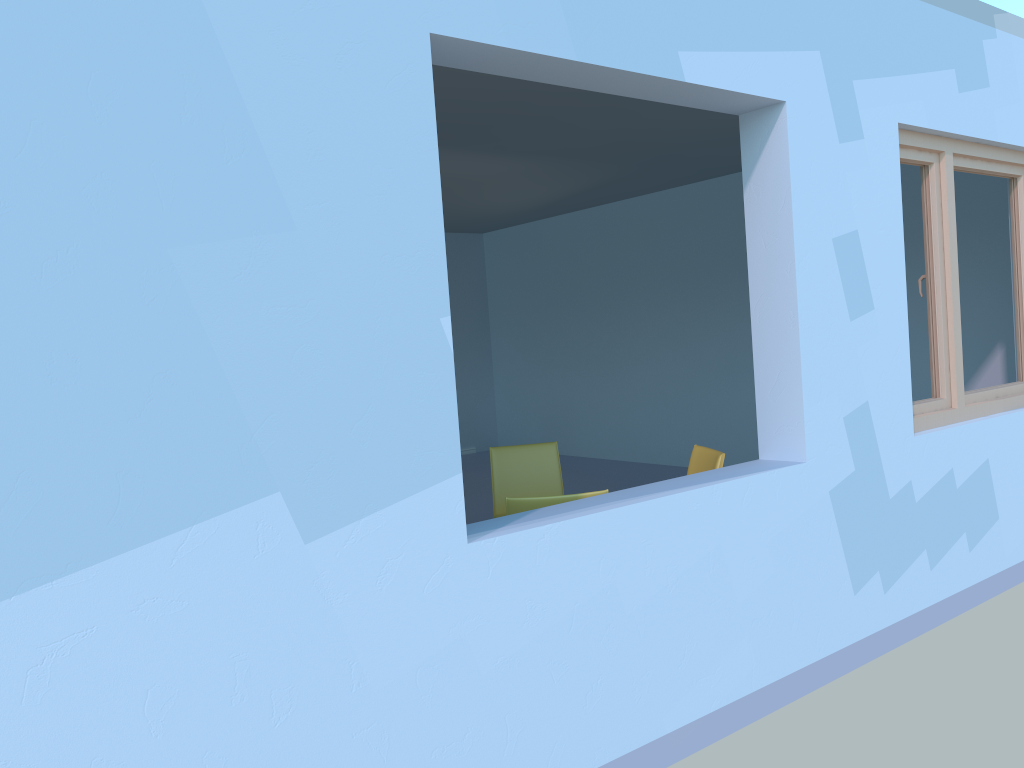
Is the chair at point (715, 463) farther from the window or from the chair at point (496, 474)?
the window

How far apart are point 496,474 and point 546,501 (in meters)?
1.48

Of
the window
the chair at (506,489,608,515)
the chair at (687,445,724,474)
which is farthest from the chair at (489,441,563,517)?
the window

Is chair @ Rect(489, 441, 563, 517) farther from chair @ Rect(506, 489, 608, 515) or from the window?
the window

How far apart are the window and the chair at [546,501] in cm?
172

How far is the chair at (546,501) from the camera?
2.9 meters

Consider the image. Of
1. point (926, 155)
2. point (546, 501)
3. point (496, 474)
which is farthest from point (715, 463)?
point (926, 155)

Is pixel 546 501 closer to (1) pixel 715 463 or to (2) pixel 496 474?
(1) pixel 715 463

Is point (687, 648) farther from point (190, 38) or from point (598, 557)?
point (190, 38)

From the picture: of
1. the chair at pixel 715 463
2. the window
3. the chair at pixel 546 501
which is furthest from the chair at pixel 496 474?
the window
